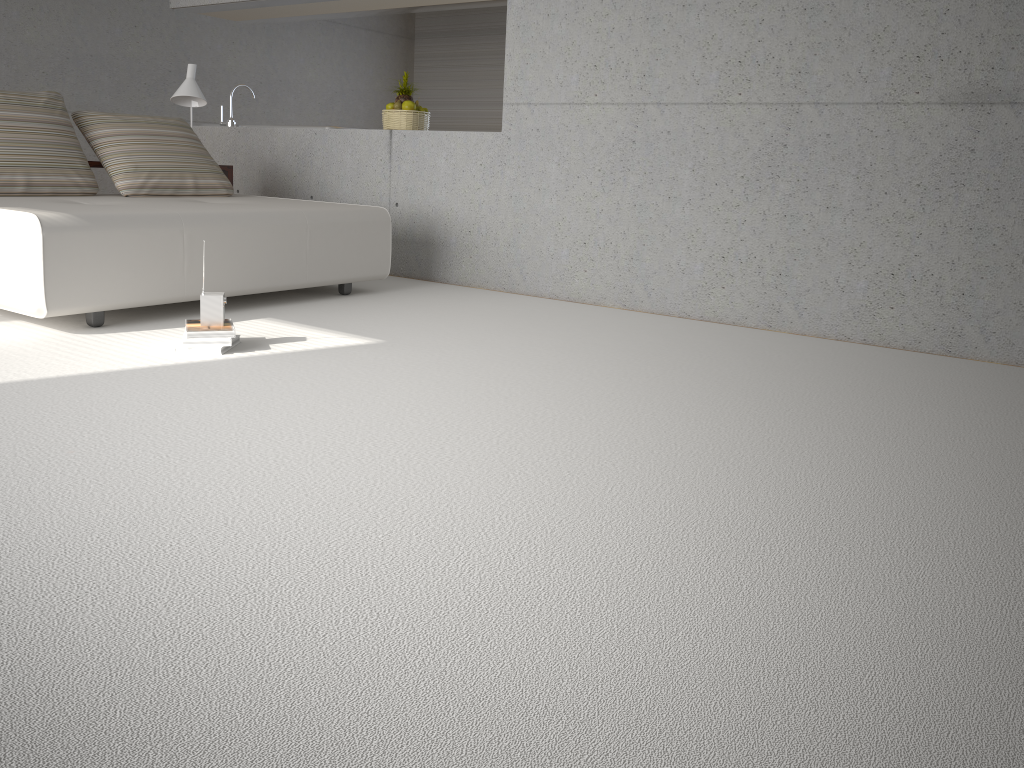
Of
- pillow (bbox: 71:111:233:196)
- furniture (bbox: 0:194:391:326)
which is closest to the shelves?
pillow (bbox: 71:111:233:196)

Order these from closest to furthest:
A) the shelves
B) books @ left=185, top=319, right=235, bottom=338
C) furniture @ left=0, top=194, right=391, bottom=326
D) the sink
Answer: books @ left=185, top=319, right=235, bottom=338, furniture @ left=0, top=194, right=391, bottom=326, the shelves, the sink

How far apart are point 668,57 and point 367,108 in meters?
6.3

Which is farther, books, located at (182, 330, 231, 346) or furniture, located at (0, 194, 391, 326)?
furniture, located at (0, 194, 391, 326)

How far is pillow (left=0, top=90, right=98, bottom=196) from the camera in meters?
4.7 m

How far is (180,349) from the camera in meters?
3.6

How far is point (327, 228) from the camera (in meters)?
4.90

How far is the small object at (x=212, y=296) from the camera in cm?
361

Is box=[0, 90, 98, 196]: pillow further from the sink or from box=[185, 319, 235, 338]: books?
the sink

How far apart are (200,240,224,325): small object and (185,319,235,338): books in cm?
3
